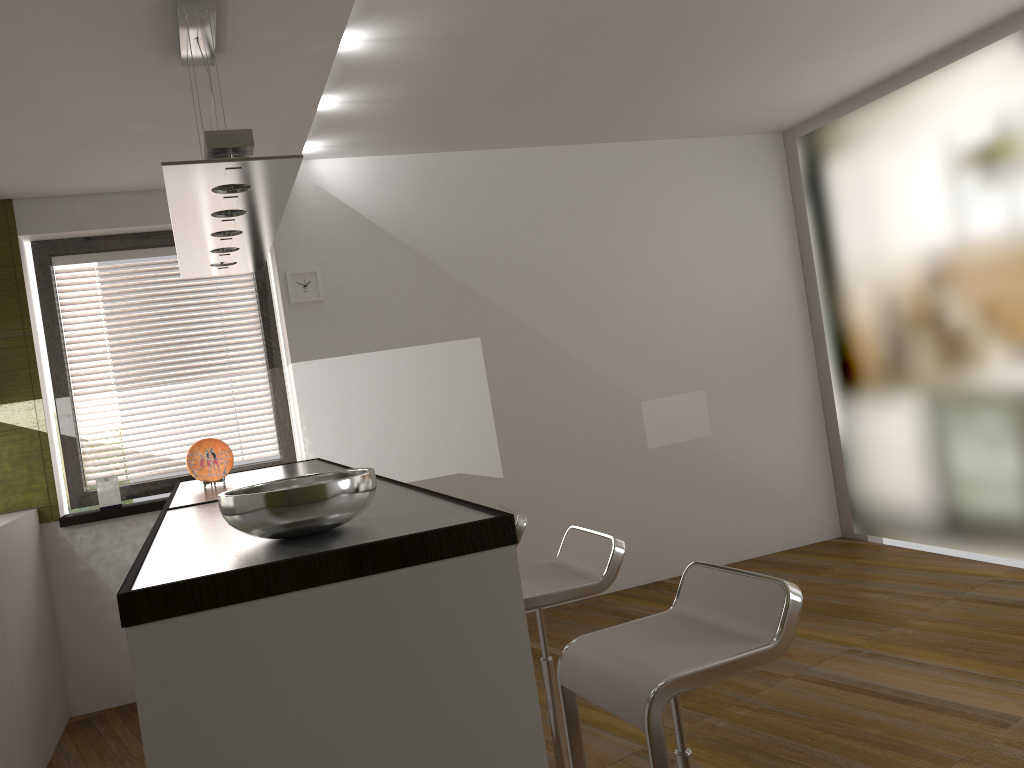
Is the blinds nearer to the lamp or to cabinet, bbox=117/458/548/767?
cabinet, bbox=117/458/548/767

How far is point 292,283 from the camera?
4.9 meters

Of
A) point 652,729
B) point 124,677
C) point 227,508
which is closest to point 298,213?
point 124,677

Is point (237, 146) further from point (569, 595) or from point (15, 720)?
point (15, 720)

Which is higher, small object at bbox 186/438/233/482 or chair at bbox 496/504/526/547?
small object at bbox 186/438/233/482

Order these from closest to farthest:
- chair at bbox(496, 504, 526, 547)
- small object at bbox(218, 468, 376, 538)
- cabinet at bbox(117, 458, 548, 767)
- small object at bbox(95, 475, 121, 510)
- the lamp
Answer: cabinet at bbox(117, 458, 548, 767), small object at bbox(218, 468, 376, 538), the lamp, chair at bbox(496, 504, 526, 547), small object at bbox(95, 475, 121, 510)

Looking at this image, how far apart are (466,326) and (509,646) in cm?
371

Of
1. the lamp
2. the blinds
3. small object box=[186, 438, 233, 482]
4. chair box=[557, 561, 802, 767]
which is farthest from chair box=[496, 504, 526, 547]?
the blinds

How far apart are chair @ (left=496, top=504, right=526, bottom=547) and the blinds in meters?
2.3 m

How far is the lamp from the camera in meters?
2.2 m
